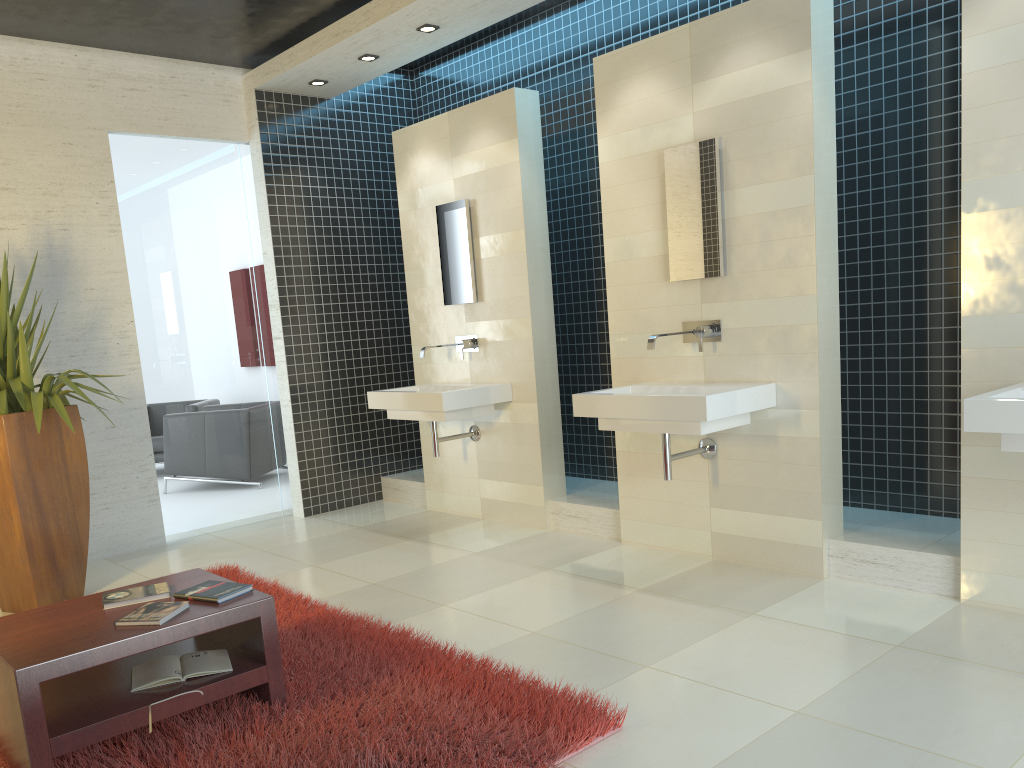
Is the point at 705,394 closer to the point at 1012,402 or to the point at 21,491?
the point at 1012,402

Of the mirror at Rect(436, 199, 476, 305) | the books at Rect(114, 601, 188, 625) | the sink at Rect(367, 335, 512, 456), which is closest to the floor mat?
the books at Rect(114, 601, 188, 625)

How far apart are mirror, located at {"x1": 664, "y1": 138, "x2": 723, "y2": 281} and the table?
2.7m

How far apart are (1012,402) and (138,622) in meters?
3.0 m

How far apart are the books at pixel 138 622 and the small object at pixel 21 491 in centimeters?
179cm

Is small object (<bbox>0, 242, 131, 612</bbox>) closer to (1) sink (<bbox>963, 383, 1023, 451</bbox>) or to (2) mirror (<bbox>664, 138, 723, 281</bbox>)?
(2) mirror (<bbox>664, 138, 723, 281</bbox>)

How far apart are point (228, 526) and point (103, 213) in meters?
2.4

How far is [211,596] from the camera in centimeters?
310cm

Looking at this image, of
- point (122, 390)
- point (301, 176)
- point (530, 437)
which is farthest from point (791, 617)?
point (301, 176)

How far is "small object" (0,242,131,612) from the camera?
4.6m
